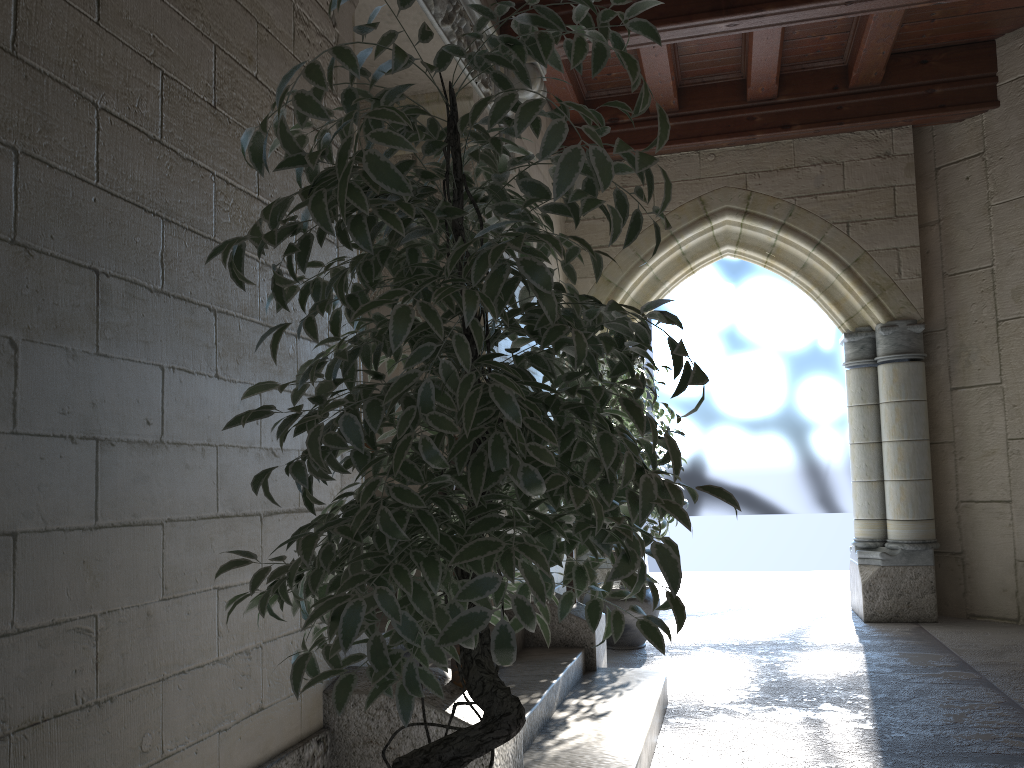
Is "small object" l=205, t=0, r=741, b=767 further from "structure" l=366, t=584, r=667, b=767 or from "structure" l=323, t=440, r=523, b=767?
"structure" l=366, t=584, r=667, b=767

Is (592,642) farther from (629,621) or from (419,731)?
(419,731)

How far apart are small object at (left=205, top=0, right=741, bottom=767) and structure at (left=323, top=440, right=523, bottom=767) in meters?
0.4 m

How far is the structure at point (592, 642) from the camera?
3.5 meters

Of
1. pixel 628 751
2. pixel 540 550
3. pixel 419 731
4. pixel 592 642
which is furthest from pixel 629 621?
pixel 540 550

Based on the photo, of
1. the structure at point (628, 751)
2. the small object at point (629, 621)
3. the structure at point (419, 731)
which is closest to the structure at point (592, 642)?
the structure at point (628, 751)

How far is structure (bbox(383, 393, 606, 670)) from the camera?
3.5m

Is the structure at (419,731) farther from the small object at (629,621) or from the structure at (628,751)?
the small object at (629,621)

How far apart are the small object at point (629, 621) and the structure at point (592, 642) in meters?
0.7 m

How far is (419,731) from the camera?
2.0 meters
